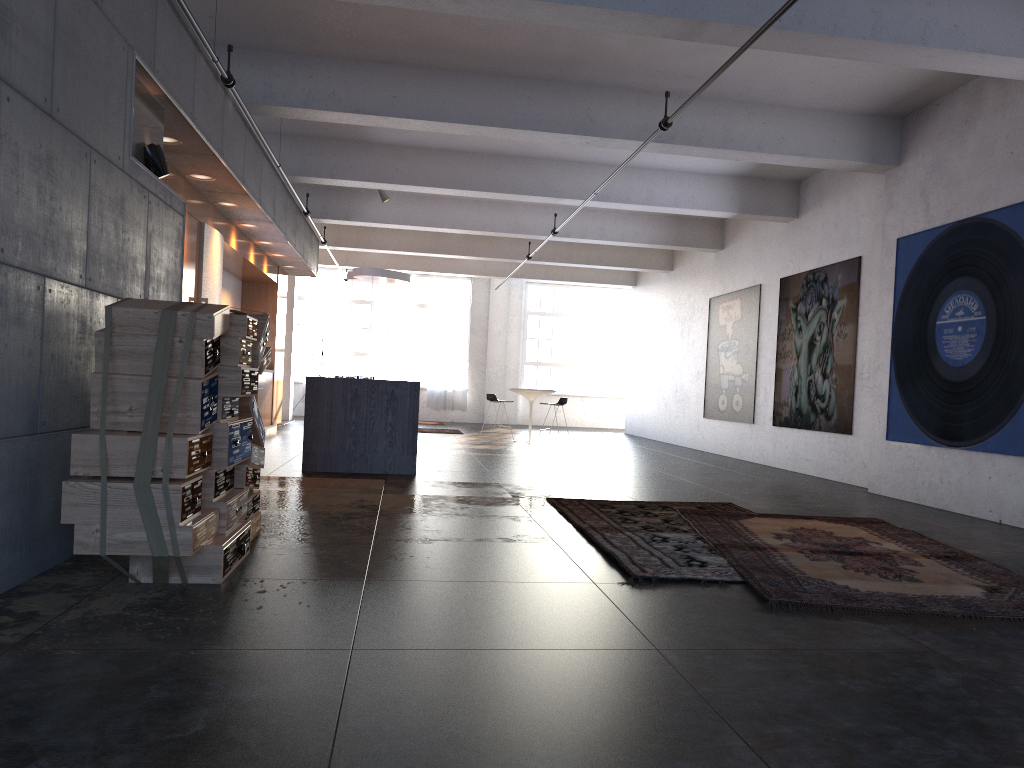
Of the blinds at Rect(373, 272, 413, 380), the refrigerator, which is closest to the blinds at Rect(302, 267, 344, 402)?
the blinds at Rect(373, 272, 413, 380)

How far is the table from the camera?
15.5 meters

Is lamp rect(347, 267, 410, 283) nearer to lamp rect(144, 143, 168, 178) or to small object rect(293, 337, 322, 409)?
small object rect(293, 337, 322, 409)

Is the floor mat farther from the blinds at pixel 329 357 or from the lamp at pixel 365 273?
the blinds at pixel 329 357

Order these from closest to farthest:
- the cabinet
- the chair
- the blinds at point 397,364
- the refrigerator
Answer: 1. the cabinet
2. the refrigerator
3. the chair
4. the blinds at point 397,364

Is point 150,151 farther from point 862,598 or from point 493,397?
point 493,397

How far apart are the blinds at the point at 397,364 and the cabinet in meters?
7.5 m

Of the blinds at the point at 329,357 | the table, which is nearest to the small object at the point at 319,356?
the blinds at the point at 329,357

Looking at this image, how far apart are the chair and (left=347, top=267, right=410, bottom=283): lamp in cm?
247

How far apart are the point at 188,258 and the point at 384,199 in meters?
5.4 m
